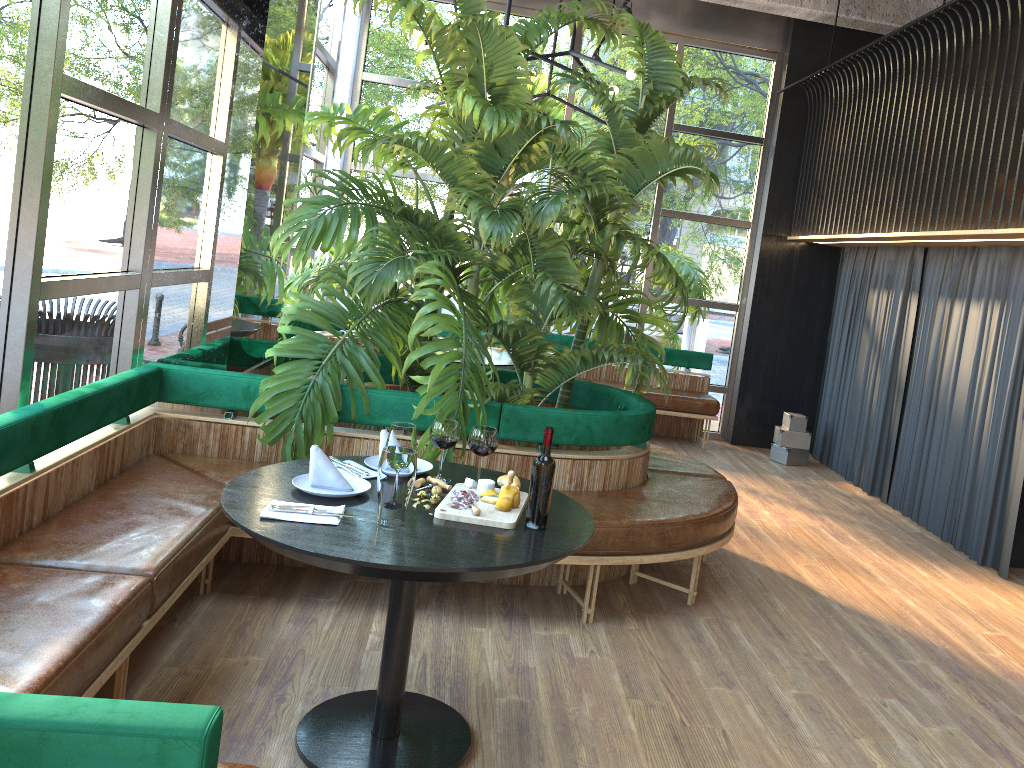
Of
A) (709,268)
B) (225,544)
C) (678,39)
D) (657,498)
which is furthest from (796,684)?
(678,39)

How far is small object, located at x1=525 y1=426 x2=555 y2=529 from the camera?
2.61m

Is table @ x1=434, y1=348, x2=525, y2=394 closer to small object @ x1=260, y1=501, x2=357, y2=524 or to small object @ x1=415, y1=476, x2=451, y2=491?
small object @ x1=415, y1=476, x2=451, y2=491

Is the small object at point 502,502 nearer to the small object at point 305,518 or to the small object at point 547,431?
the small object at point 547,431

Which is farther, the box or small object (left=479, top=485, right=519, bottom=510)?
the box

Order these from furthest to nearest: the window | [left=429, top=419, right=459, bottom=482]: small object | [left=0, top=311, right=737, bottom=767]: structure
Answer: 1. [left=429, top=419, right=459, bottom=482]: small object
2. the window
3. [left=0, top=311, right=737, bottom=767]: structure

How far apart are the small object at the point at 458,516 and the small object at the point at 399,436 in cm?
20

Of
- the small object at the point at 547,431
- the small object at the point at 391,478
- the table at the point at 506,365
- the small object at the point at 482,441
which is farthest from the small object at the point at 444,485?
the table at the point at 506,365

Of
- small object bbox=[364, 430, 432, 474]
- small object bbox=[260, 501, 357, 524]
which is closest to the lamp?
small object bbox=[364, 430, 432, 474]

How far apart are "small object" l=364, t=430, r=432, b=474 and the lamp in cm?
282
